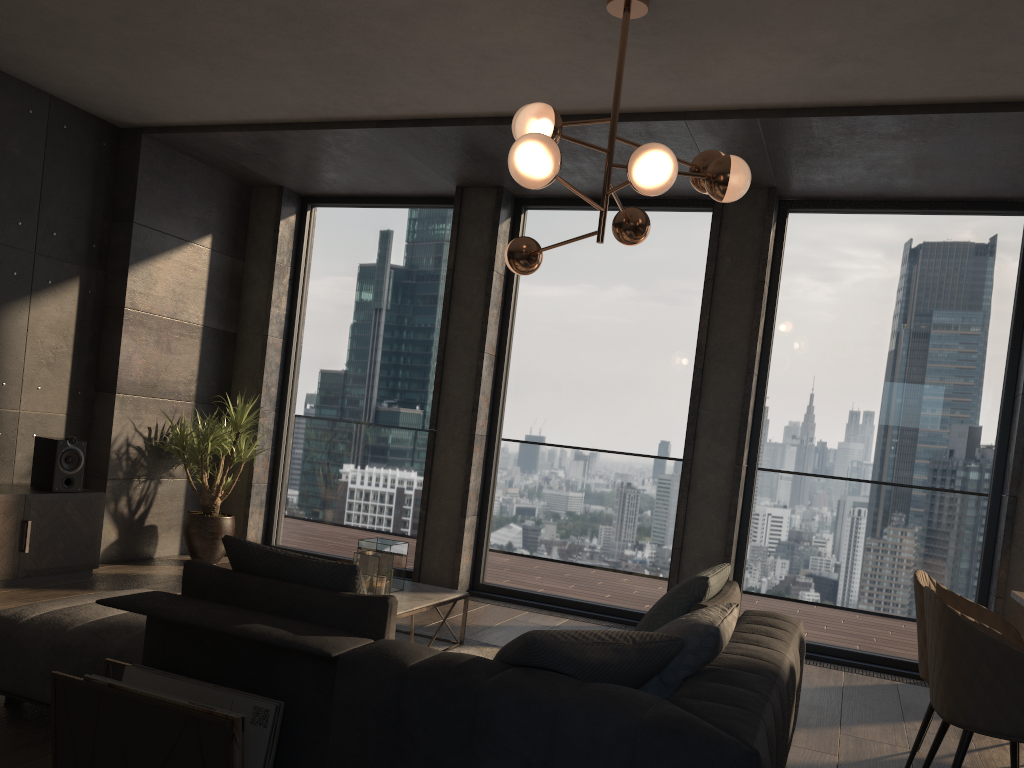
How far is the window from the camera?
5.57m

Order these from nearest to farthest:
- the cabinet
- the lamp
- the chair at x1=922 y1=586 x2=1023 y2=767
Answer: the chair at x1=922 y1=586 x2=1023 y2=767, the lamp, the cabinet

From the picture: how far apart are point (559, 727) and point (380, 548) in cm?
261

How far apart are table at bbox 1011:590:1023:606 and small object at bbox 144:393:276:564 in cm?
486

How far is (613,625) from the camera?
5.98m

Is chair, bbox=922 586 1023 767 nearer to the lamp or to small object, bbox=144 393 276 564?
the lamp

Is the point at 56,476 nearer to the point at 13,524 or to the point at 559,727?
the point at 13,524

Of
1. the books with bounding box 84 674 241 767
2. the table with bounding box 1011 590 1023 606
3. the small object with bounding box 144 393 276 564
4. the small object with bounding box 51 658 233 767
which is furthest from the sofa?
the small object with bounding box 144 393 276 564

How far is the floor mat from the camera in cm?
474

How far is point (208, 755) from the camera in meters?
2.4
